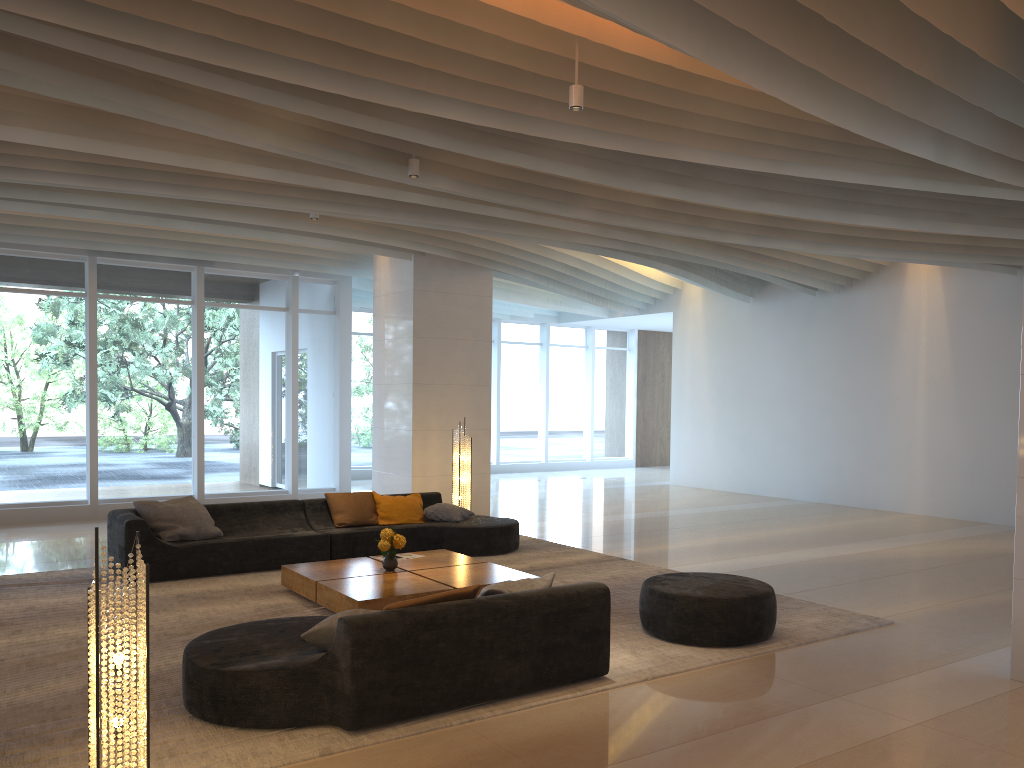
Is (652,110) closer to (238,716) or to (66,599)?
(238,716)

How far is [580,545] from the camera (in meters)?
10.29

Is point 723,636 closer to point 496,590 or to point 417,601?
point 496,590

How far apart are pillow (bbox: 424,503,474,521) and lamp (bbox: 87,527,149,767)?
6.27m

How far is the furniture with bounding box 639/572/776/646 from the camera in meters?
6.0 m

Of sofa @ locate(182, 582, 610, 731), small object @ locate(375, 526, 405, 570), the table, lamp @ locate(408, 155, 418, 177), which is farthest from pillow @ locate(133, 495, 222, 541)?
lamp @ locate(408, 155, 418, 177)

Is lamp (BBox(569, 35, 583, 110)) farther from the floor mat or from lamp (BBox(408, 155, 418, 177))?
the floor mat

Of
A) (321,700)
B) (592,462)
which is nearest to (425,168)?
(321,700)

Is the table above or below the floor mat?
above

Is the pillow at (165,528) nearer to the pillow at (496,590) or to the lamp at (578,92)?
the pillow at (496,590)
